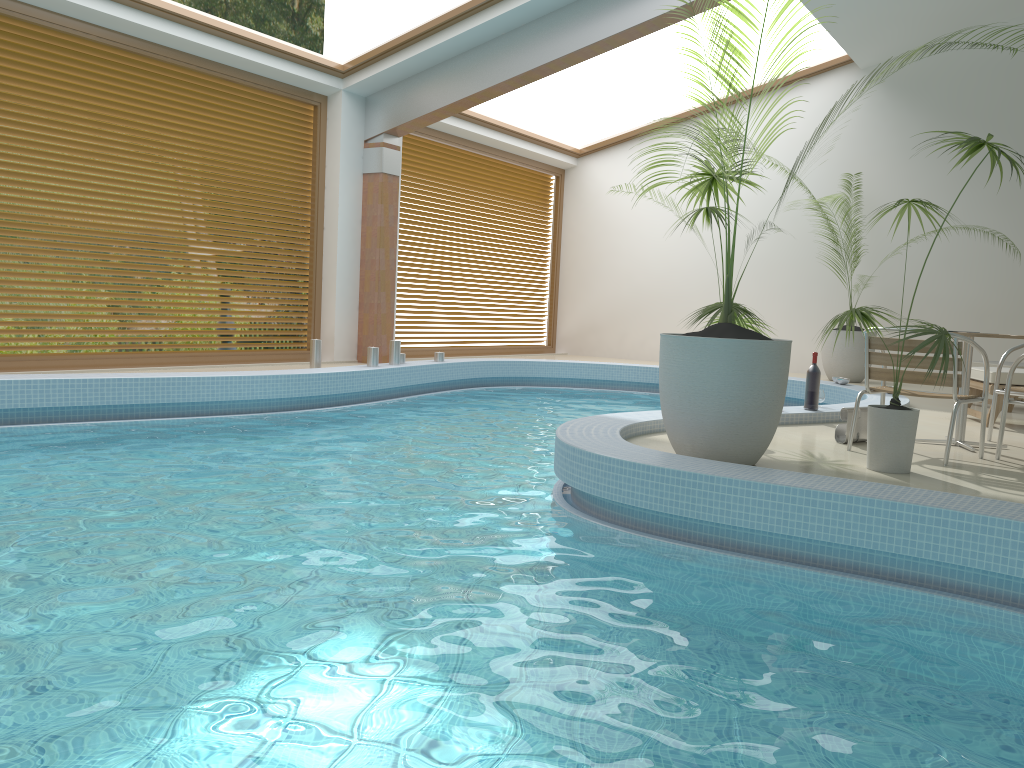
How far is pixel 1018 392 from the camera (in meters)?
5.72

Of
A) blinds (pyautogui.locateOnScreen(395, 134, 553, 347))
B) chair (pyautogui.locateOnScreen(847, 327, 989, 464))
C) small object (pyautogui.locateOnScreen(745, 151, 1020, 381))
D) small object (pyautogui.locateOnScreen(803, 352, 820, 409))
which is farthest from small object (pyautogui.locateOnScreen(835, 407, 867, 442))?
blinds (pyautogui.locateOnScreen(395, 134, 553, 347))

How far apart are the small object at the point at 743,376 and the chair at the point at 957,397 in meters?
1.1

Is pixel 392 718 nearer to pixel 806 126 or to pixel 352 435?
pixel 352 435

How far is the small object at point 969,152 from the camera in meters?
4.4 m

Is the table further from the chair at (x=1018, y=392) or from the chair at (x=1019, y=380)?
the chair at (x=1019, y=380)

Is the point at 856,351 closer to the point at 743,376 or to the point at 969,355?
the point at 969,355

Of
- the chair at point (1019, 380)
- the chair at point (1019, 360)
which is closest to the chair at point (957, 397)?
the chair at point (1019, 360)

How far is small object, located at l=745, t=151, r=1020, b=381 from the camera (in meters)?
10.98

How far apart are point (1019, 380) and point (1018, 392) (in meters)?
1.17
